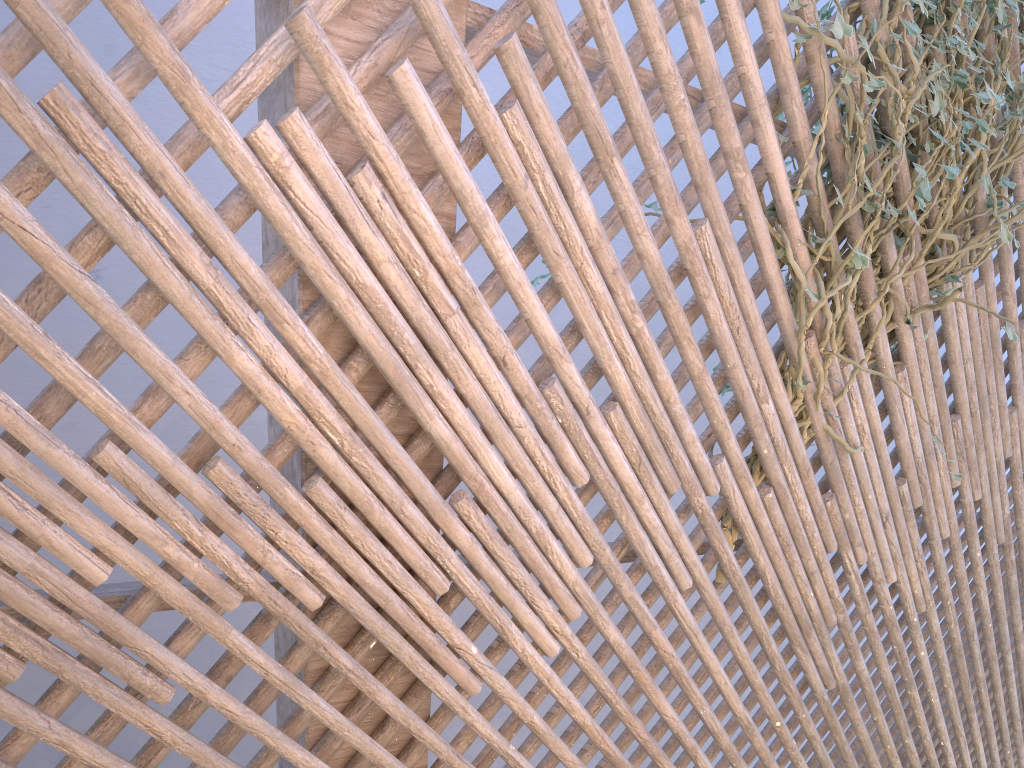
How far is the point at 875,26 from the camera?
1.7 meters

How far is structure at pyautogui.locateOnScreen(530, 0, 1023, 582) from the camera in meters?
1.7 m

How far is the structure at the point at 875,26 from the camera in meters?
1.7

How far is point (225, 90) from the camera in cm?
113
